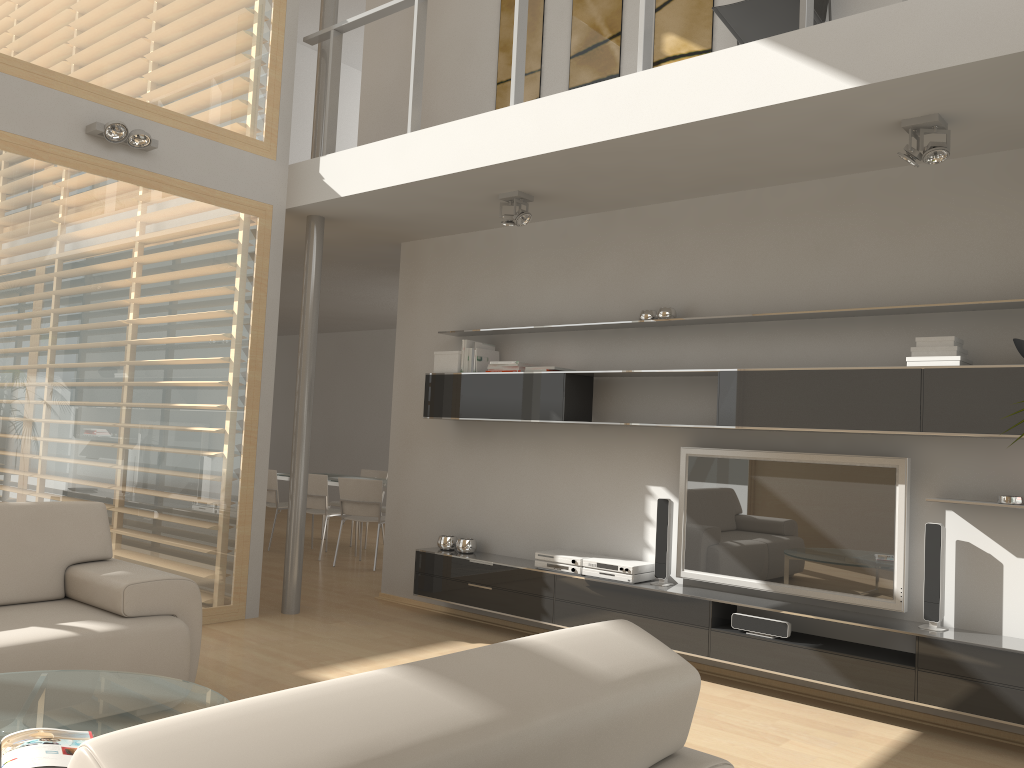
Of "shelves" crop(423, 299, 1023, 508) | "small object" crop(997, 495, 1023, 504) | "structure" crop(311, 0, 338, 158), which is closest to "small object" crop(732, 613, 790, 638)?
"shelves" crop(423, 299, 1023, 508)

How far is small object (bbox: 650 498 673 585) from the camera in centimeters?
498cm

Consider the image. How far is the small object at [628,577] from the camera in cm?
498

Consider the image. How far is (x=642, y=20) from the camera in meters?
4.3

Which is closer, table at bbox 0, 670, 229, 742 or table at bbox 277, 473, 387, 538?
table at bbox 0, 670, 229, 742

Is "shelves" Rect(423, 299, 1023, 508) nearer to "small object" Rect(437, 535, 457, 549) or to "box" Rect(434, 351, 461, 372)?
"box" Rect(434, 351, 461, 372)

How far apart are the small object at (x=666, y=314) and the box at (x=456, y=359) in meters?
1.5 m

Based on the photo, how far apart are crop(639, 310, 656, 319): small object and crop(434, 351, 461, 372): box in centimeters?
135cm

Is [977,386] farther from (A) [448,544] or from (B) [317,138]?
(B) [317,138]

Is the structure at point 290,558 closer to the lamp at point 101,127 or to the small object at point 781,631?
the lamp at point 101,127
